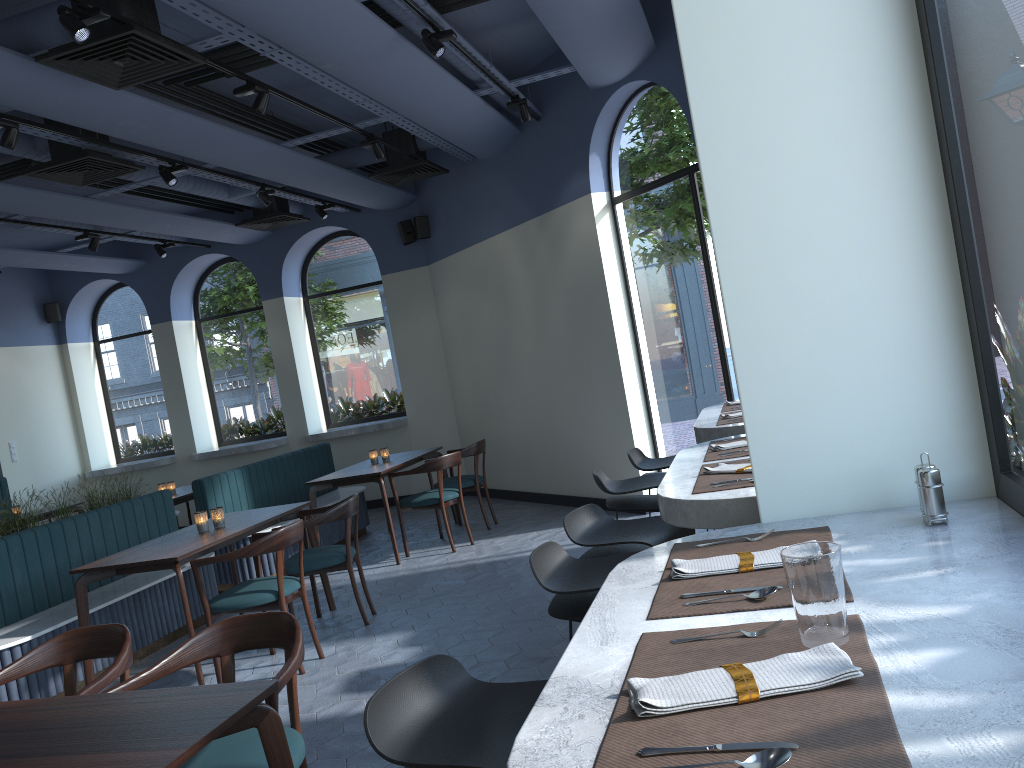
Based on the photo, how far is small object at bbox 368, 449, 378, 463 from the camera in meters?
7.9 m

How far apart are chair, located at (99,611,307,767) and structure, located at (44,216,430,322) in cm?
739

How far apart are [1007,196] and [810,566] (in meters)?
0.78

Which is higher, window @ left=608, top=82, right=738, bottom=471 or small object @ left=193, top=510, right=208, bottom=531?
window @ left=608, top=82, right=738, bottom=471

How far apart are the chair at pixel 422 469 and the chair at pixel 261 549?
2.1m

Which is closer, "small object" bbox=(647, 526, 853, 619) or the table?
"small object" bbox=(647, 526, 853, 619)

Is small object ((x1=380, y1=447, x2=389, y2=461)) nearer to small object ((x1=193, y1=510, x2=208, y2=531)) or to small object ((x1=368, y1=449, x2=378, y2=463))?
small object ((x1=368, y1=449, x2=378, y2=463))

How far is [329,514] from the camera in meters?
5.4

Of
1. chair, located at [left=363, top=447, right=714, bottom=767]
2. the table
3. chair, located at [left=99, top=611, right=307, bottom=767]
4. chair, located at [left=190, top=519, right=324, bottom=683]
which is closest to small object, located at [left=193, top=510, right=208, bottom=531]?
the table

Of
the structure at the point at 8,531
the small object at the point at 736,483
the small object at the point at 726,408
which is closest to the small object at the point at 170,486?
the structure at the point at 8,531
